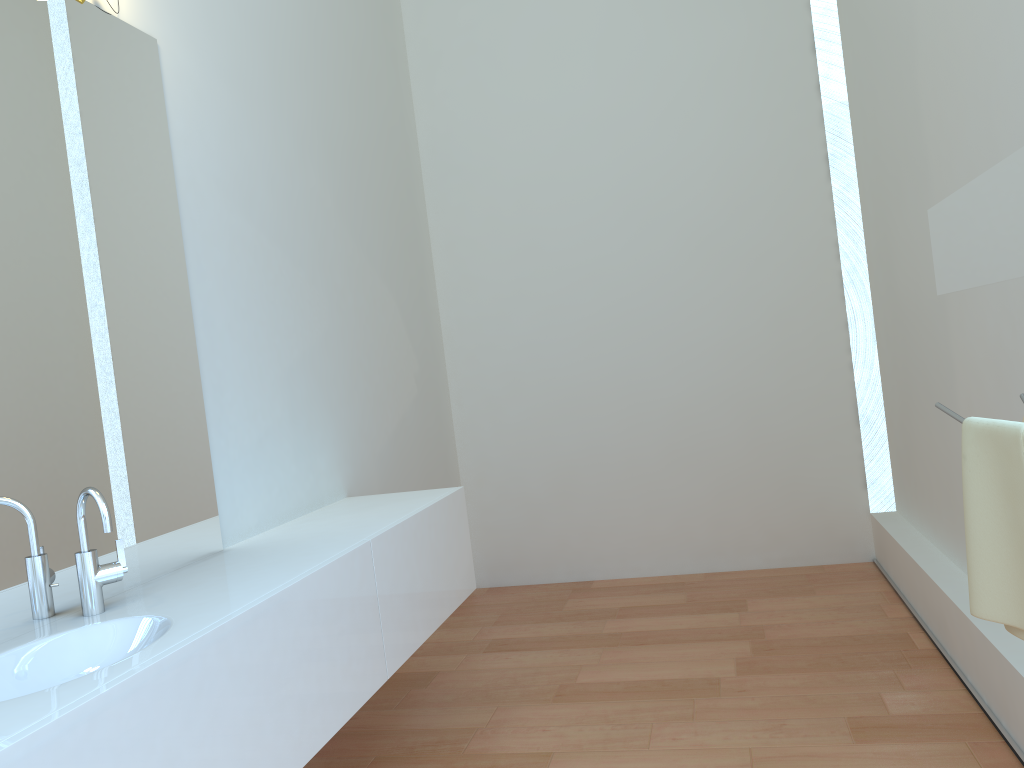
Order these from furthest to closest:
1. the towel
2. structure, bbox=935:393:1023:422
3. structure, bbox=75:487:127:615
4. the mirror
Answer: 1. structure, bbox=75:487:127:615
2. structure, bbox=935:393:1023:422
3. the towel
4. the mirror

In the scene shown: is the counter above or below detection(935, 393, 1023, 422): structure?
below

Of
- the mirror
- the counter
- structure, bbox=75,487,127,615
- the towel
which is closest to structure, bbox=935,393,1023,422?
the towel

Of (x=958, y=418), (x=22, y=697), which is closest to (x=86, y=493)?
(x=22, y=697)

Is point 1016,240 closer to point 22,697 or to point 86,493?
point 22,697

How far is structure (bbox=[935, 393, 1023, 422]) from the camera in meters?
1.6

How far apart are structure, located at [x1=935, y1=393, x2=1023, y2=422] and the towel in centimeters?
4cm

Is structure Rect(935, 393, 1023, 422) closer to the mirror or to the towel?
the towel

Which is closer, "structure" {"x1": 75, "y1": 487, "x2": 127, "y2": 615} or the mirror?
the mirror

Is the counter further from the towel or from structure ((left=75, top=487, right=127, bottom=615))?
the towel
